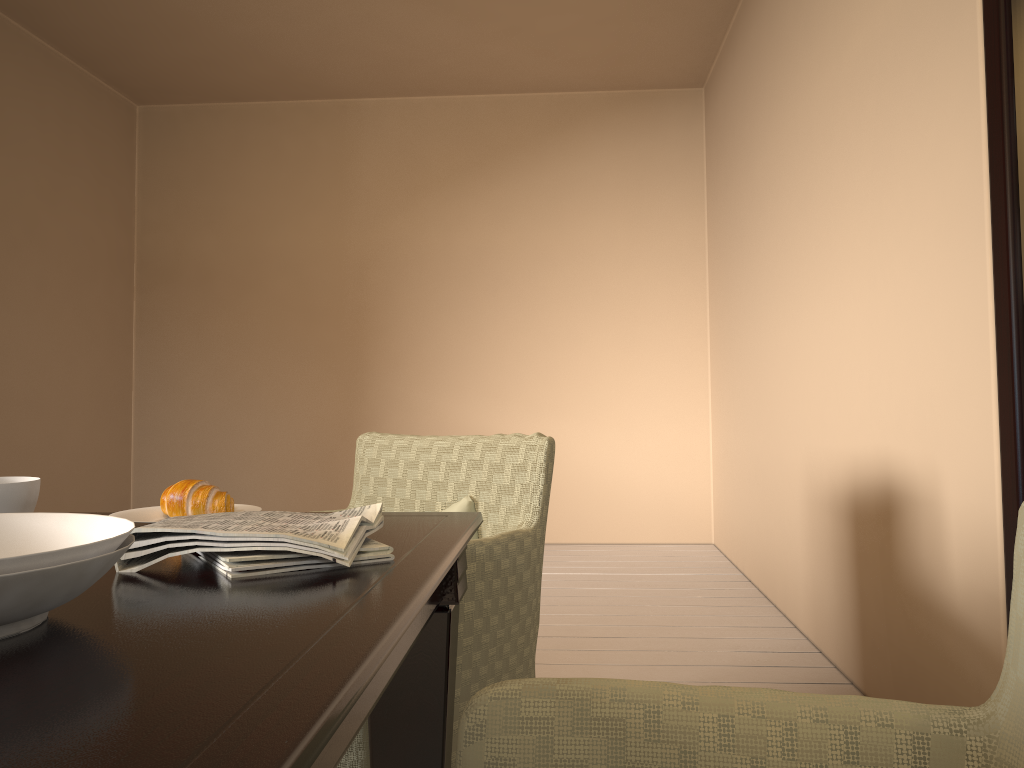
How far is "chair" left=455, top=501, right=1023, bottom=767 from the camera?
0.7 meters

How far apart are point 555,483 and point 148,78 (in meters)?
3.13

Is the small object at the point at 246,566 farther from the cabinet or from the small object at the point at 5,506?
the cabinet

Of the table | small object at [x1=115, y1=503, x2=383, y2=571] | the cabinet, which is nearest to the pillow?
the table

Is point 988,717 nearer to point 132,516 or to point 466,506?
point 132,516

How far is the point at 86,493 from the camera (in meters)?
4.68

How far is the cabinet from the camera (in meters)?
1.57

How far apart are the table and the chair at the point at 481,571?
0.2m

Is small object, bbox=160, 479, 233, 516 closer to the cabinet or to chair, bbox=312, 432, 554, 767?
chair, bbox=312, 432, 554, 767

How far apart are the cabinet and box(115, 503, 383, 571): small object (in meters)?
1.20
